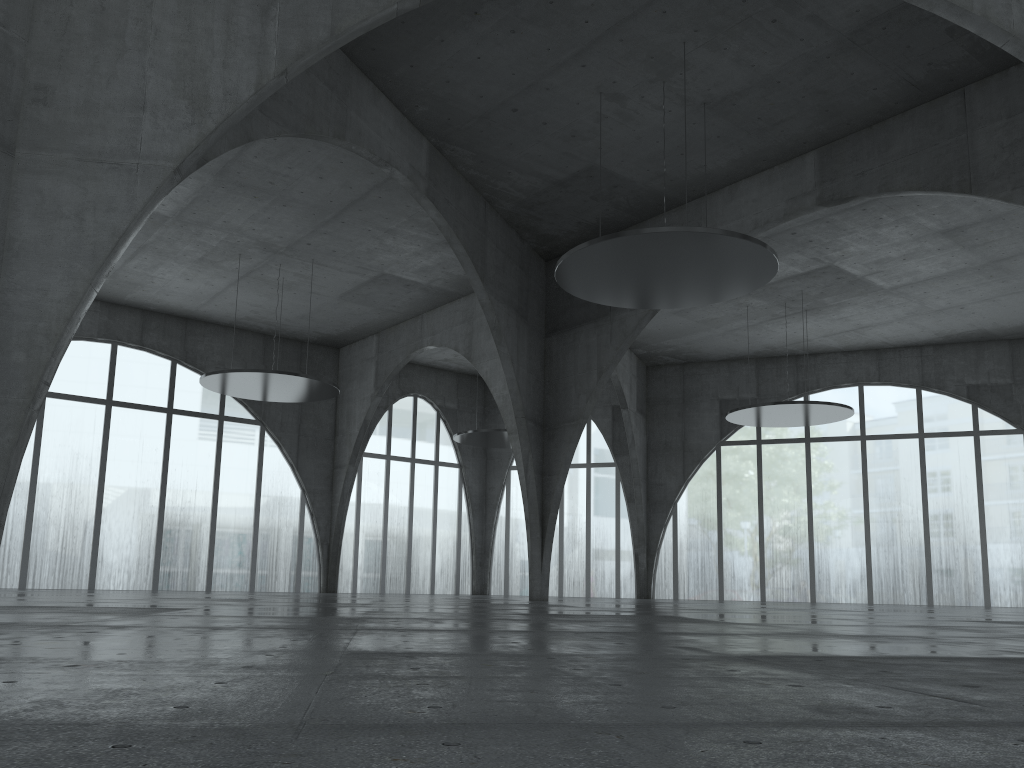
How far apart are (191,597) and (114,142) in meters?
29.9

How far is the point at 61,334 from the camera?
23.98m
